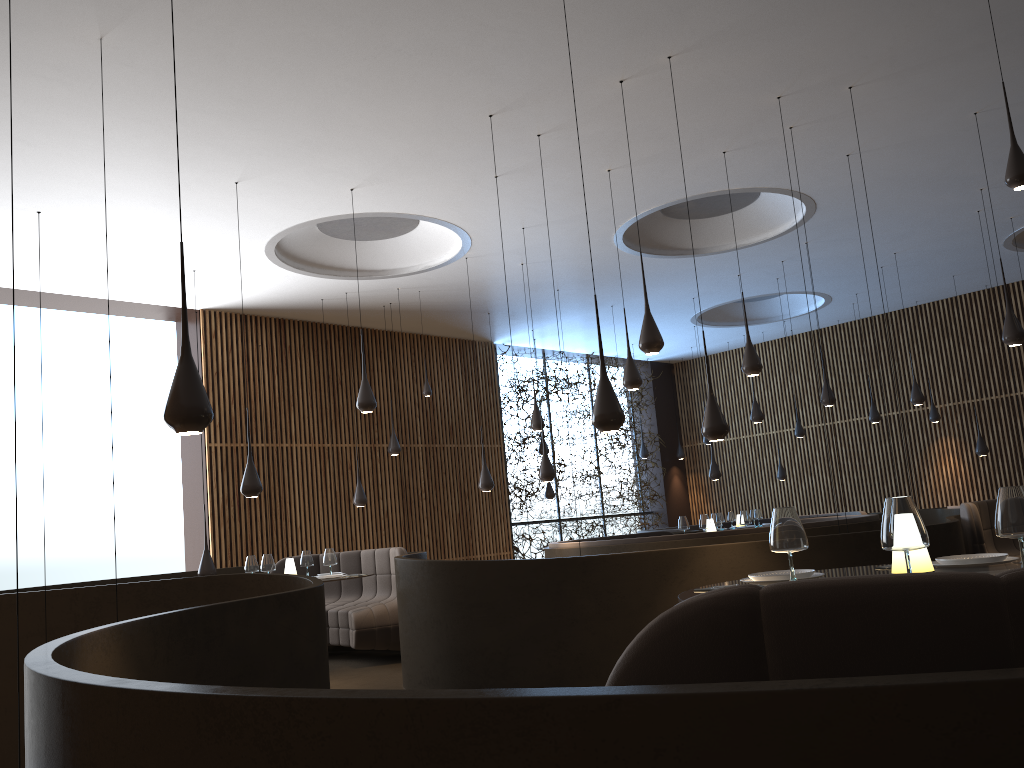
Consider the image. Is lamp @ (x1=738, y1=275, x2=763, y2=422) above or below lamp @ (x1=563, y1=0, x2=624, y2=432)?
above

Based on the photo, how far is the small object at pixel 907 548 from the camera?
2.7 meters

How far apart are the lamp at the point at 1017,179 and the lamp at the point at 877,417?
11.1m

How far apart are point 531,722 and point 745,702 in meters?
0.3

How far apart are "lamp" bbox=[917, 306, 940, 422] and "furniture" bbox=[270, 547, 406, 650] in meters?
10.9 m

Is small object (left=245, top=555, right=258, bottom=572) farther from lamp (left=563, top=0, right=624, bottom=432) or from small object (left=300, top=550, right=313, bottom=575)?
lamp (left=563, top=0, right=624, bottom=432)

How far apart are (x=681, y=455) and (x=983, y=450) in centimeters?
670cm

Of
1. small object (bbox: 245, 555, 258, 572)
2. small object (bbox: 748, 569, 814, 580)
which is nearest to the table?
small object (bbox: 748, 569, 814, 580)

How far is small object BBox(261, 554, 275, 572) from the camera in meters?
8.6 m

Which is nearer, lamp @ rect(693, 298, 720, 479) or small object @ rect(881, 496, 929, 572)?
small object @ rect(881, 496, 929, 572)
